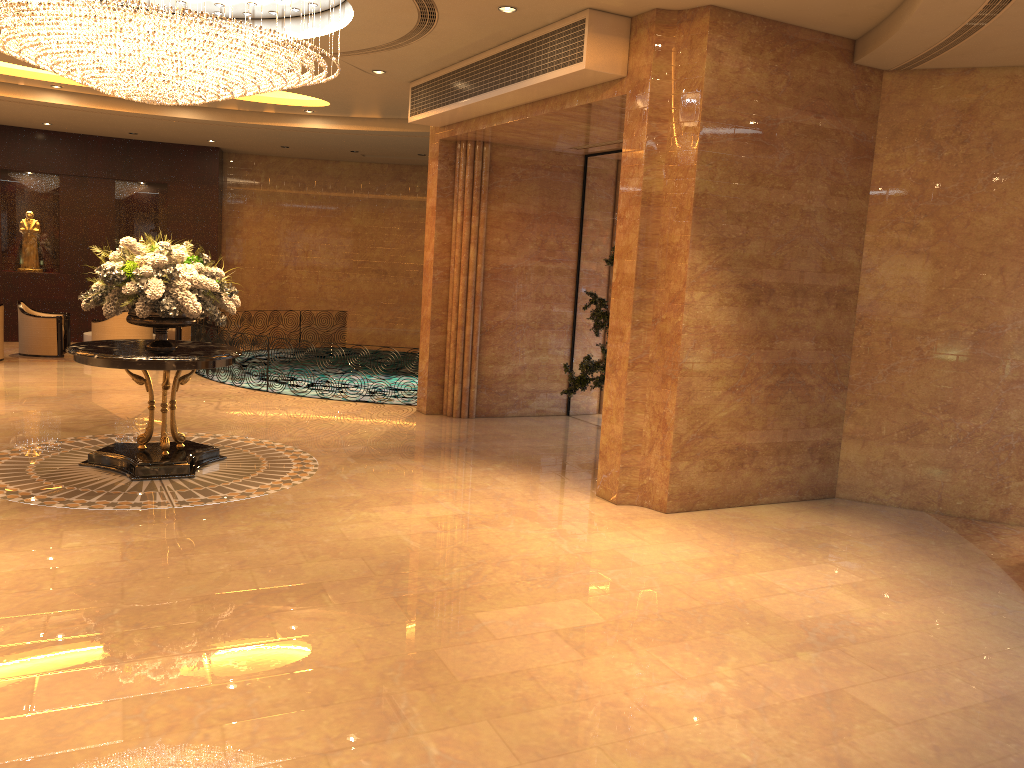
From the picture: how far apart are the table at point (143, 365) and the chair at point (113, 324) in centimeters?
667cm

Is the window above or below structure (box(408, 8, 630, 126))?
below

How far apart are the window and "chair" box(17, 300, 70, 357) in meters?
8.9 m

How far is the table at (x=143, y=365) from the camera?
7.4m

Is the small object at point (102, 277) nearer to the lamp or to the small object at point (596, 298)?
the lamp

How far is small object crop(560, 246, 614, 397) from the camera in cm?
890

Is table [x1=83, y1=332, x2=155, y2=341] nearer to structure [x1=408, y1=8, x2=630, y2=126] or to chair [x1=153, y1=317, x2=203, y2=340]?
chair [x1=153, y1=317, x2=203, y2=340]

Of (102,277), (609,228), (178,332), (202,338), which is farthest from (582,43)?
(178,332)

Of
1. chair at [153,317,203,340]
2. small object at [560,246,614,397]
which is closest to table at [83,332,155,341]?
chair at [153,317,203,340]

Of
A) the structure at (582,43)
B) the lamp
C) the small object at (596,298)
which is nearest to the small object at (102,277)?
the lamp
